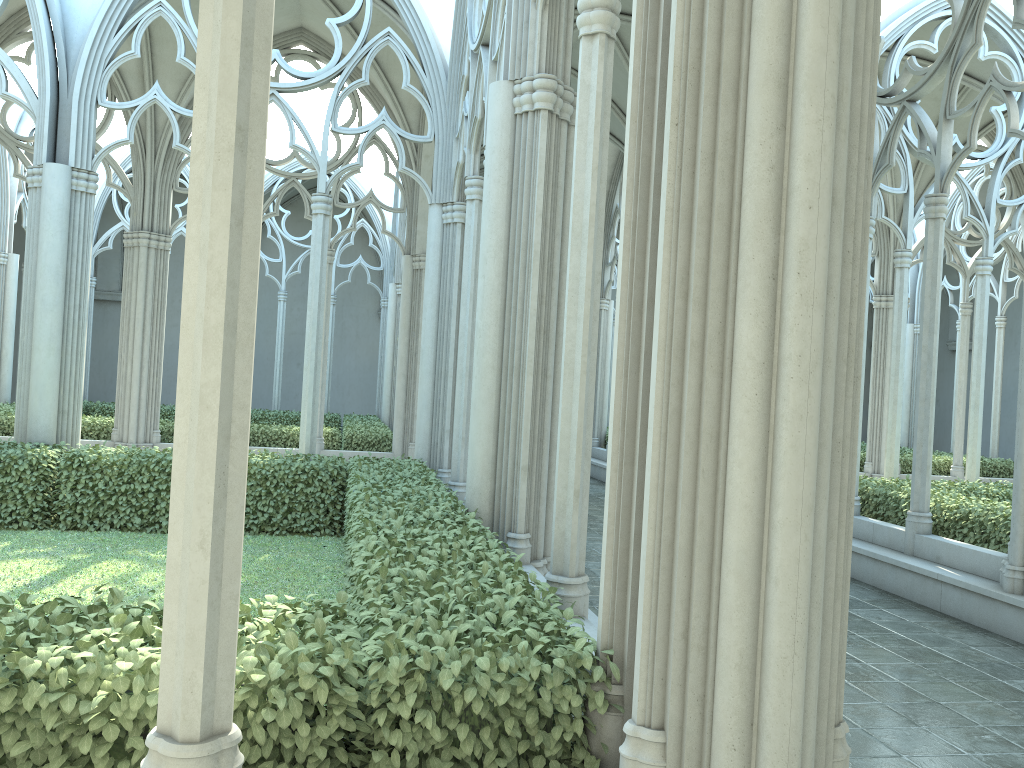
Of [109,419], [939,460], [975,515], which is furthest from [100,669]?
[939,460]

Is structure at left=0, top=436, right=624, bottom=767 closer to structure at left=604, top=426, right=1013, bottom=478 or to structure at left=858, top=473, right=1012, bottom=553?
structure at left=858, top=473, right=1012, bottom=553

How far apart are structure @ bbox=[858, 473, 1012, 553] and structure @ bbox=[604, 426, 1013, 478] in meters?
5.8 m

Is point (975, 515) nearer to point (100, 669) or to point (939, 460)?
point (100, 669)

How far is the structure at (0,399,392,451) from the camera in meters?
15.2

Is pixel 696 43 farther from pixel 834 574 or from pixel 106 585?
pixel 106 585

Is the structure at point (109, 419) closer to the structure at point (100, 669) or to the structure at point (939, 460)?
the structure at point (100, 669)

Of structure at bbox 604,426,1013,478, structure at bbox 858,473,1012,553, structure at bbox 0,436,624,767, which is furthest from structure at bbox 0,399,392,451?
structure at bbox 604,426,1013,478

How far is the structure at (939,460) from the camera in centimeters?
1797cm

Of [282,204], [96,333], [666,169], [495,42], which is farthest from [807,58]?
[96,333]
